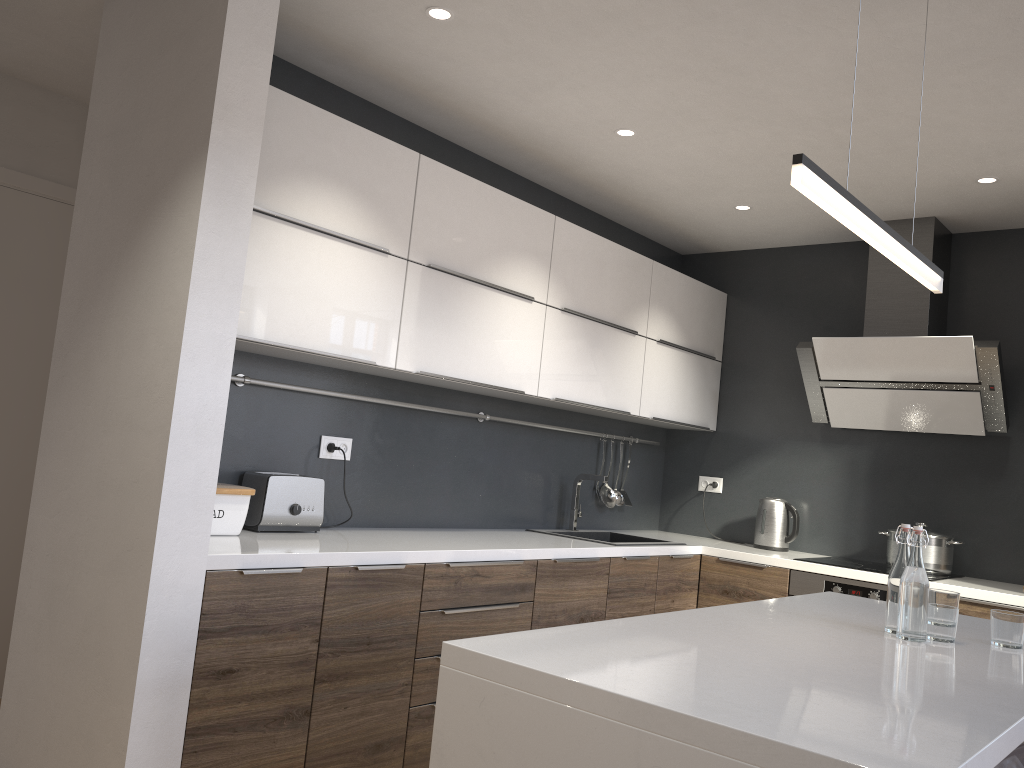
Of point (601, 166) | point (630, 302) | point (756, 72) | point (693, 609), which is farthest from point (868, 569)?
point (756, 72)

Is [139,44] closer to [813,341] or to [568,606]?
[568,606]

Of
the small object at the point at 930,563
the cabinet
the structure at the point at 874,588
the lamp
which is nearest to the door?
the cabinet

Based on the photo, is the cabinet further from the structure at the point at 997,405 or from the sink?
the structure at the point at 997,405

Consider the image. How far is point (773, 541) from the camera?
4.52m

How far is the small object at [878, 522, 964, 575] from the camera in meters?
4.0

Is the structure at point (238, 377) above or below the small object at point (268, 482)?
above

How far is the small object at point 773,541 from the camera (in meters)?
4.52

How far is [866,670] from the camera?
1.67m

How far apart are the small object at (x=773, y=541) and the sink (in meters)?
0.59
